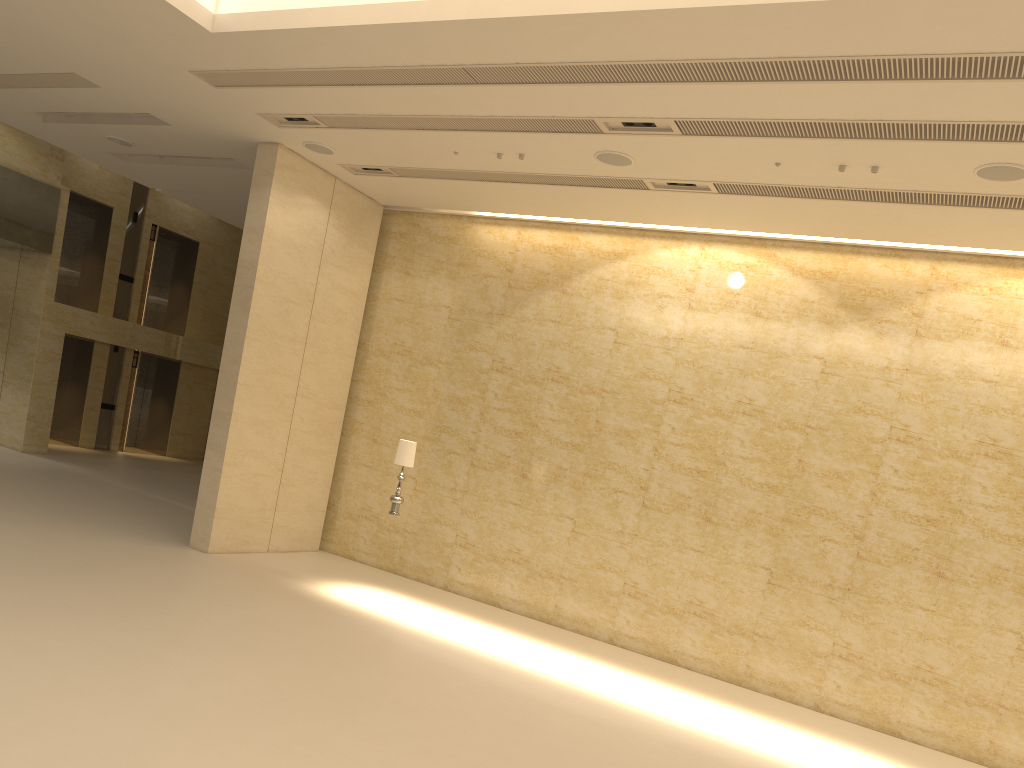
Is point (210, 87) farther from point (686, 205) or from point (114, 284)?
point (114, 284)

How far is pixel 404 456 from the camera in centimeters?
1158cm

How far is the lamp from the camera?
11.6 meters

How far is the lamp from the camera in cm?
1158
